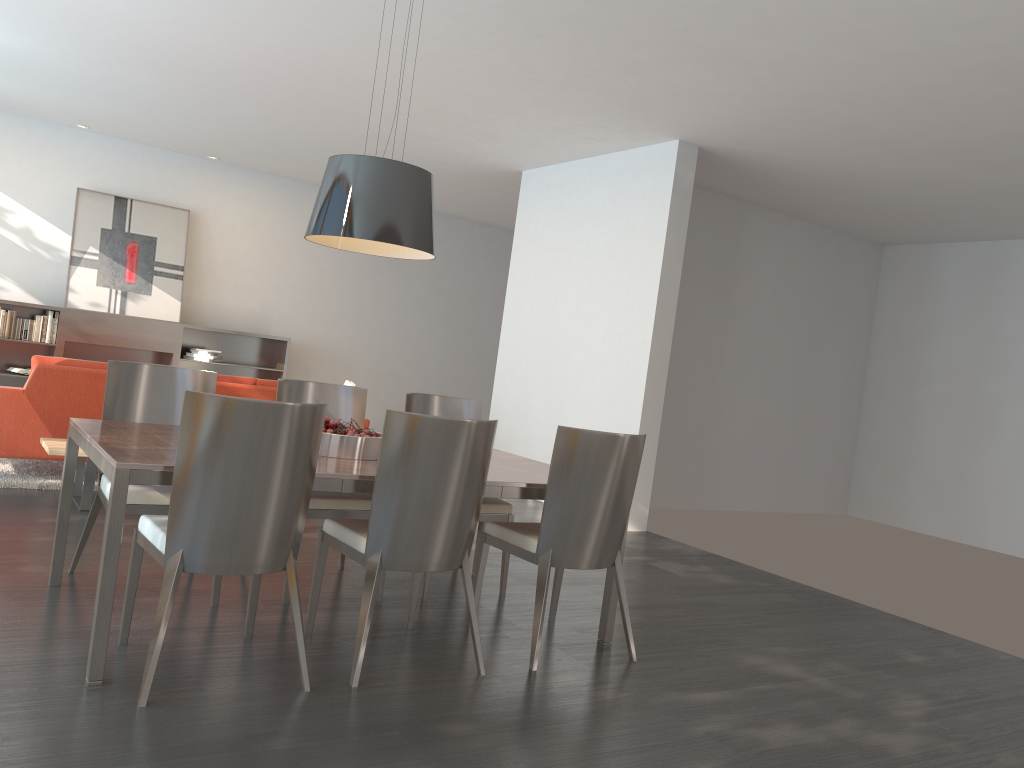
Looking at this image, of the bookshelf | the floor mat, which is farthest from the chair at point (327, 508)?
the bookshelf

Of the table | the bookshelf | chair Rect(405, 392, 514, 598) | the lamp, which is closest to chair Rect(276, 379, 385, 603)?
chair Rect(405, 392, 514, 598)

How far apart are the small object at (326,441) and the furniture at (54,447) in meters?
2.1

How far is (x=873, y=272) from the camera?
10.2 meters

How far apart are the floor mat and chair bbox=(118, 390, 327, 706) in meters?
3.0 m

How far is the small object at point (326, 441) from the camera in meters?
3.6

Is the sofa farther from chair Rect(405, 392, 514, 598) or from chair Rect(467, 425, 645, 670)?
chair Rect(467, 425, 645, 670)

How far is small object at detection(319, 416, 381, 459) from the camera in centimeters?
361cm

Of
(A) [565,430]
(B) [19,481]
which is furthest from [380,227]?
(B) [19,481]

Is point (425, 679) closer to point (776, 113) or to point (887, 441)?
point (776, 113)
